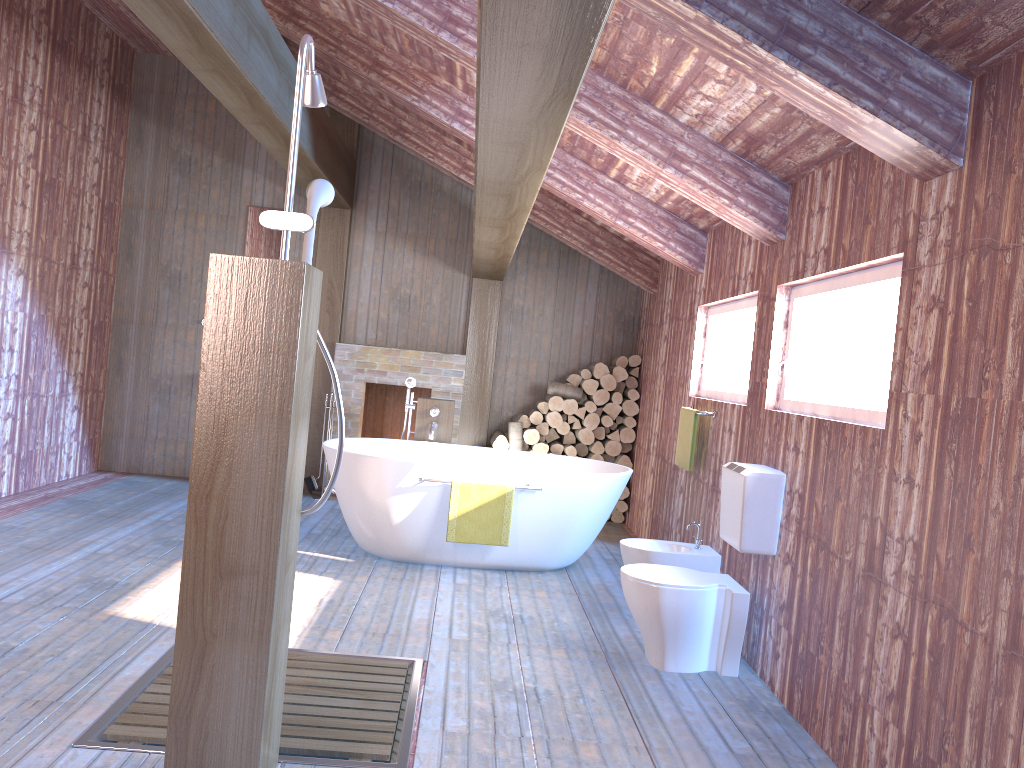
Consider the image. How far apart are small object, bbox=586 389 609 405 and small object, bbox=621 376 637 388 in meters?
0.3

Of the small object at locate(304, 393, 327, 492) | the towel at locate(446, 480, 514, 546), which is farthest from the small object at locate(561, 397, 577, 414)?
the towel at locate(446, 480, 514, 546)

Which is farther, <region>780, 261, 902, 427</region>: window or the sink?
the sink

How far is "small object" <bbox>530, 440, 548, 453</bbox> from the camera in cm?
741

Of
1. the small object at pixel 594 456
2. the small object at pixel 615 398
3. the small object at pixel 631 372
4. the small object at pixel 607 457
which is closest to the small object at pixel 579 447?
the small object at pixel 594 456

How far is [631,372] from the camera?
7.6m

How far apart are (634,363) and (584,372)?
0.44m

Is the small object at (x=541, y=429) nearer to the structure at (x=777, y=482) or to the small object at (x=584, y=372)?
the small object at (x=584, y=372)

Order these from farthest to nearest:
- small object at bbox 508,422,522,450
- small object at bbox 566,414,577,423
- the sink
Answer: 1. small object at bbox 566,414,577,423
2. small object at bbox 508,422,522,450
3. the sink

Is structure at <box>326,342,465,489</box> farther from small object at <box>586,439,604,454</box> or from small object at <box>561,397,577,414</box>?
small object at <box>586,439,604,454</box>
